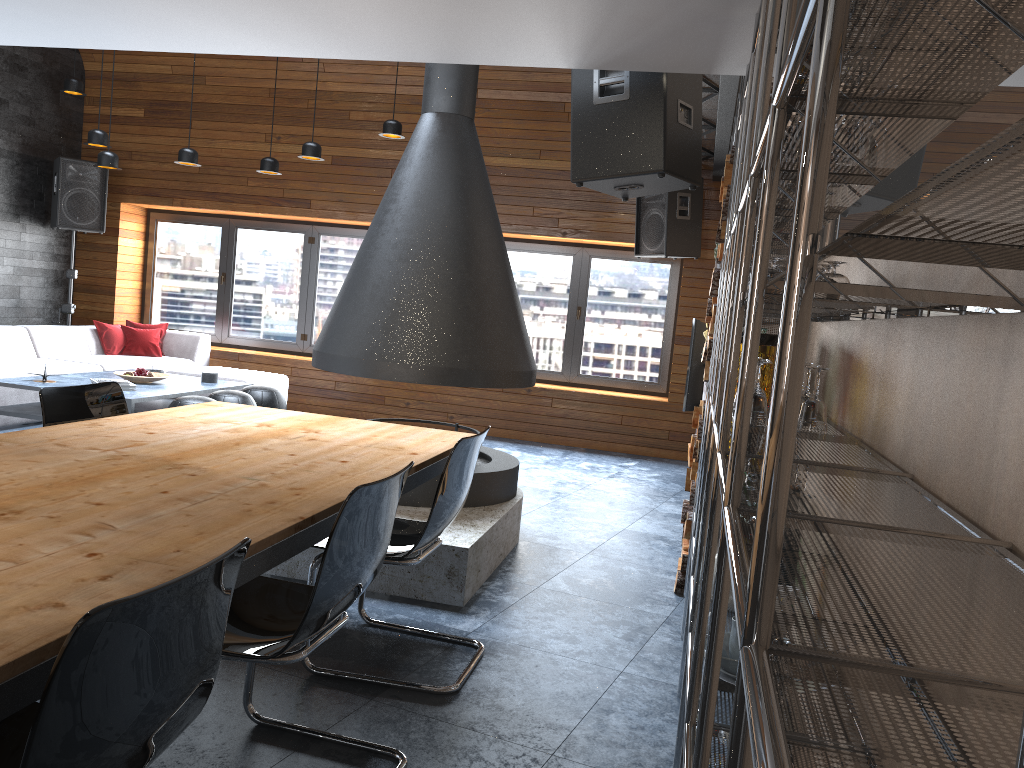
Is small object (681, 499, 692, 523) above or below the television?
below

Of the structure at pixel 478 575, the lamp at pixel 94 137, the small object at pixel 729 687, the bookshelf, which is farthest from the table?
the lamp at pixel 94 137

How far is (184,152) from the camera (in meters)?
7.11

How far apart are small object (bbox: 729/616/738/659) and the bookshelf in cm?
11

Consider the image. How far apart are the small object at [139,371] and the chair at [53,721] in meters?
5.4 m

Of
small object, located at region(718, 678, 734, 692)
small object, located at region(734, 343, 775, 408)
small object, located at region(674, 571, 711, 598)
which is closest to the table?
small object, located at region(718, 678, 734, 692)

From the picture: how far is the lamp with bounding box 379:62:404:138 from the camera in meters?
7.0

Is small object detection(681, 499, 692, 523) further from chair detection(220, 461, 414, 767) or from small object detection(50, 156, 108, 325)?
small object detection(50, 156, 108, 325)

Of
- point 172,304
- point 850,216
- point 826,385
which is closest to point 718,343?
point 826,385

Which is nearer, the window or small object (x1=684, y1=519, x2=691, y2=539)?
small object (x1=684, y1=519, x2=691, y2=539)
